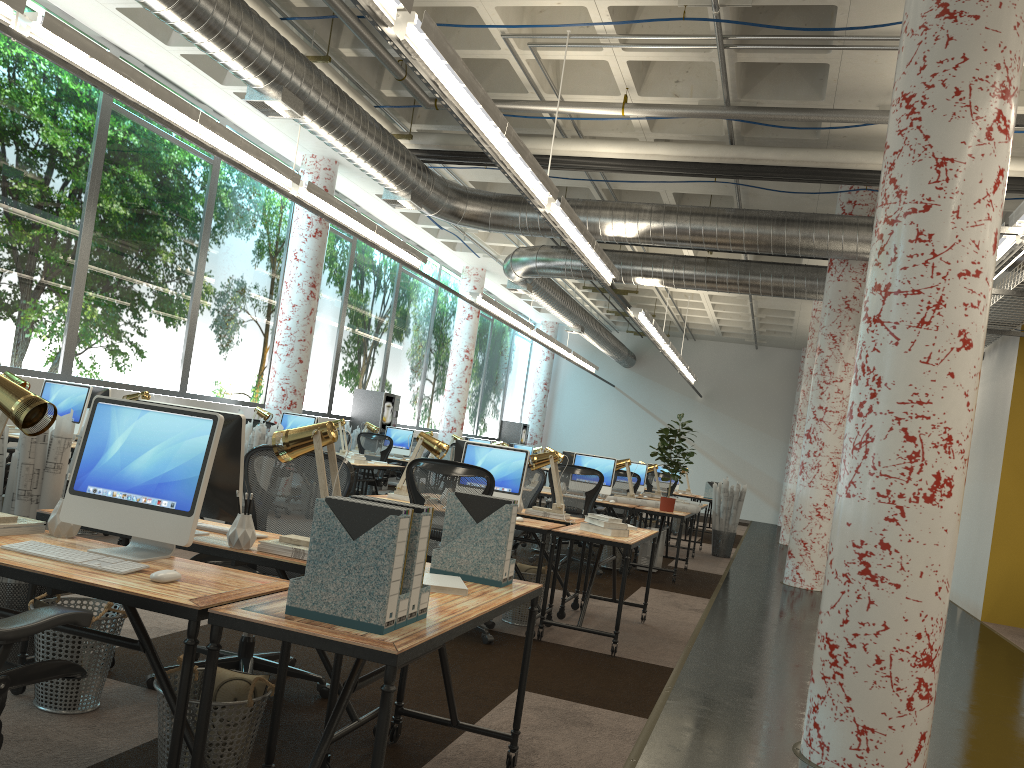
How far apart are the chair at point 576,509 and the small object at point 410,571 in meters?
6.6

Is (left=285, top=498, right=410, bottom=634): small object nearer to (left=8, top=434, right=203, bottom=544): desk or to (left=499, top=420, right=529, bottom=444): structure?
(left=8, top=434, right=203, bottom=544): desk

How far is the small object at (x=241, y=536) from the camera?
3.2 meters

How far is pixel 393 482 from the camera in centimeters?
1781cm

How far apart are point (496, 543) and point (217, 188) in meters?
10.1

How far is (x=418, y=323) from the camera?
18.9m

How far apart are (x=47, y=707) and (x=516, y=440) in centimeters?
2187cm

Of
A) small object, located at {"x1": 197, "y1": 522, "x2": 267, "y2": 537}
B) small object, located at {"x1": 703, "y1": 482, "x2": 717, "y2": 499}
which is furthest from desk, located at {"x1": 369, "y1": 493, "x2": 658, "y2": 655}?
small object, located at {"x1": 703, "y1": 482, "x2": 717, "y2": 499}

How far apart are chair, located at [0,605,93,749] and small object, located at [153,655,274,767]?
0.3 meters

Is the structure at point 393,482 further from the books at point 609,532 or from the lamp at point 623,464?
the books at point 609,532
